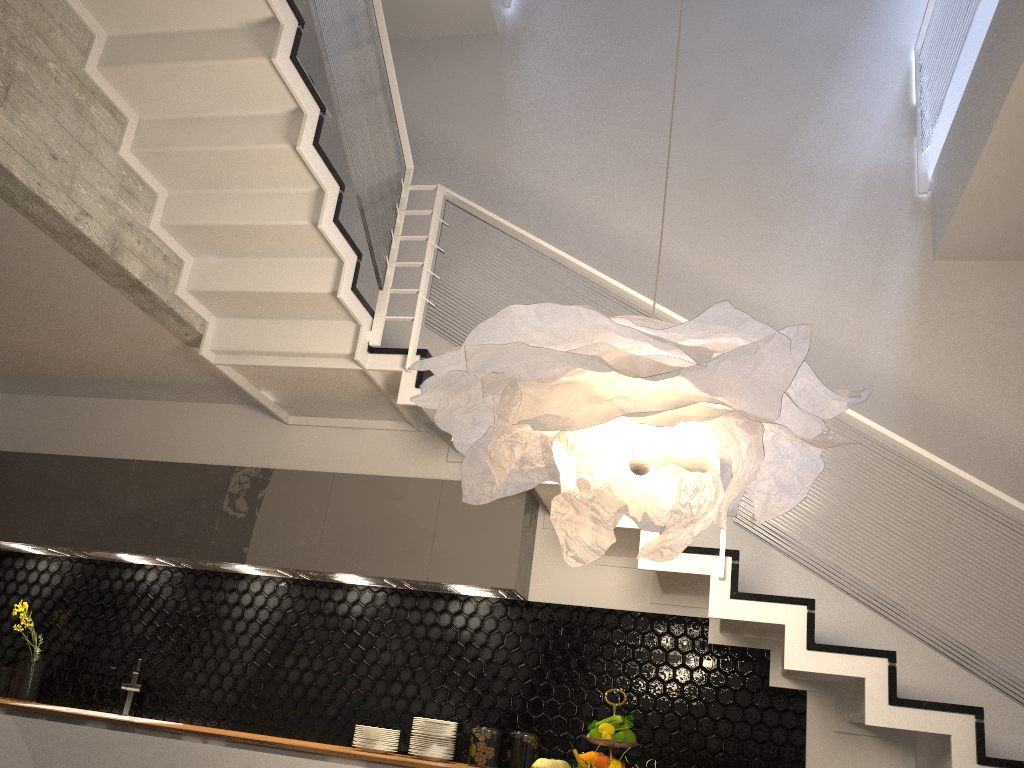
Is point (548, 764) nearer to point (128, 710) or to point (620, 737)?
point (620, 737)

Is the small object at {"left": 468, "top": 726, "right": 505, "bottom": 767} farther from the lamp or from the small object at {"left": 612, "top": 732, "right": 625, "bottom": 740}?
the lamp

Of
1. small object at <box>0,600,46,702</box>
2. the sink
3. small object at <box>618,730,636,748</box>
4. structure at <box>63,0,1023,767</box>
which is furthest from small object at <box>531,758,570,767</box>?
small object at <box>0,600,46,702</box>

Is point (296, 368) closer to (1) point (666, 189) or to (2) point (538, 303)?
(1) point (666, 189)

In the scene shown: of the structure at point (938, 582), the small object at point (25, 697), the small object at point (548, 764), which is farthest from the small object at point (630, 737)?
the small object at point (25, 697)

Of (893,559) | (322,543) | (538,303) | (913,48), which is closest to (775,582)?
(893,559)

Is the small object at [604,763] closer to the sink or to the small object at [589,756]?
the small object at [589,756]

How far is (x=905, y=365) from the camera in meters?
4.6 m

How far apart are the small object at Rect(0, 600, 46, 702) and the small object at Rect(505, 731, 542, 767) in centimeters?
267cm

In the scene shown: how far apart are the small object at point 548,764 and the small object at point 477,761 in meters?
0.2
